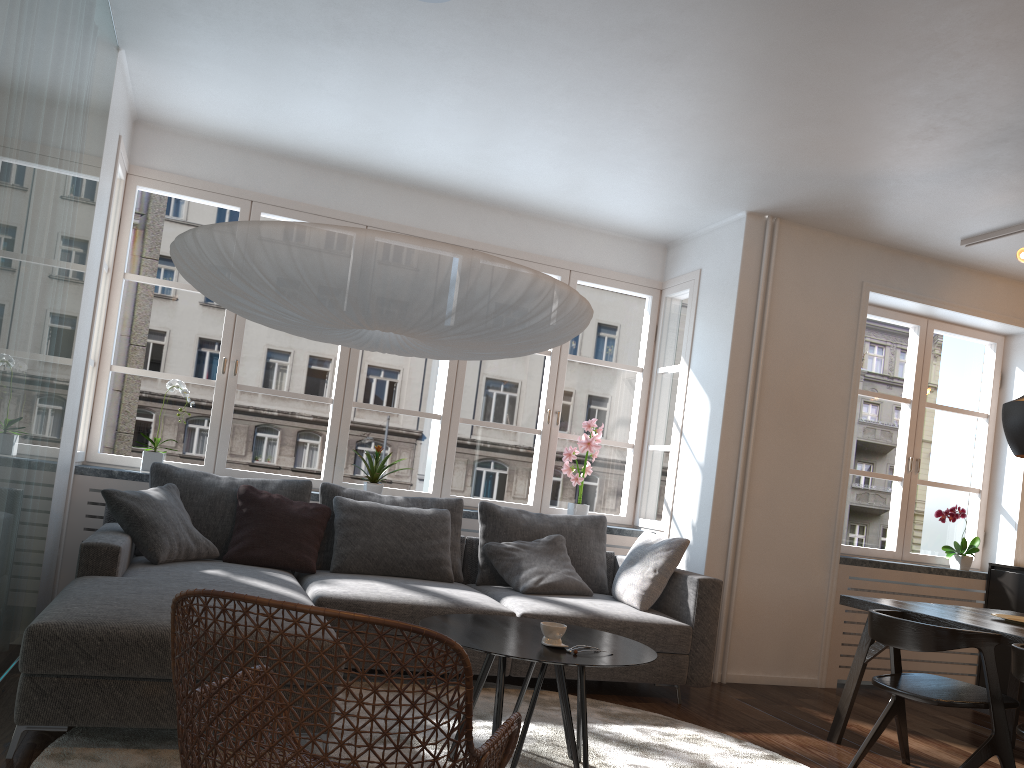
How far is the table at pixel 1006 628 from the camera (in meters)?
3.48

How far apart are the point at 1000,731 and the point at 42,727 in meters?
3.3 m

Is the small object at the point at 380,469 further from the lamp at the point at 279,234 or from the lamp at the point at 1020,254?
the lamp at the point at 1020,254

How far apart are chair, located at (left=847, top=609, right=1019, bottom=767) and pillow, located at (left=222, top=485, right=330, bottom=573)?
2.58m

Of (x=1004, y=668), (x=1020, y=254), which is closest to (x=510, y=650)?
(x=1020, y=254)

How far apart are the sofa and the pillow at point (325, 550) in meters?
0.1 m

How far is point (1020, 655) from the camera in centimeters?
292cm

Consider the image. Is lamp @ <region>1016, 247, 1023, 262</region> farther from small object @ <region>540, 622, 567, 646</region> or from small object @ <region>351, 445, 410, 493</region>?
small object @ <region>351, 445, 410, 493</region>

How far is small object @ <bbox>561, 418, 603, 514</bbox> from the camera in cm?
567

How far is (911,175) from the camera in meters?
4.5 m
